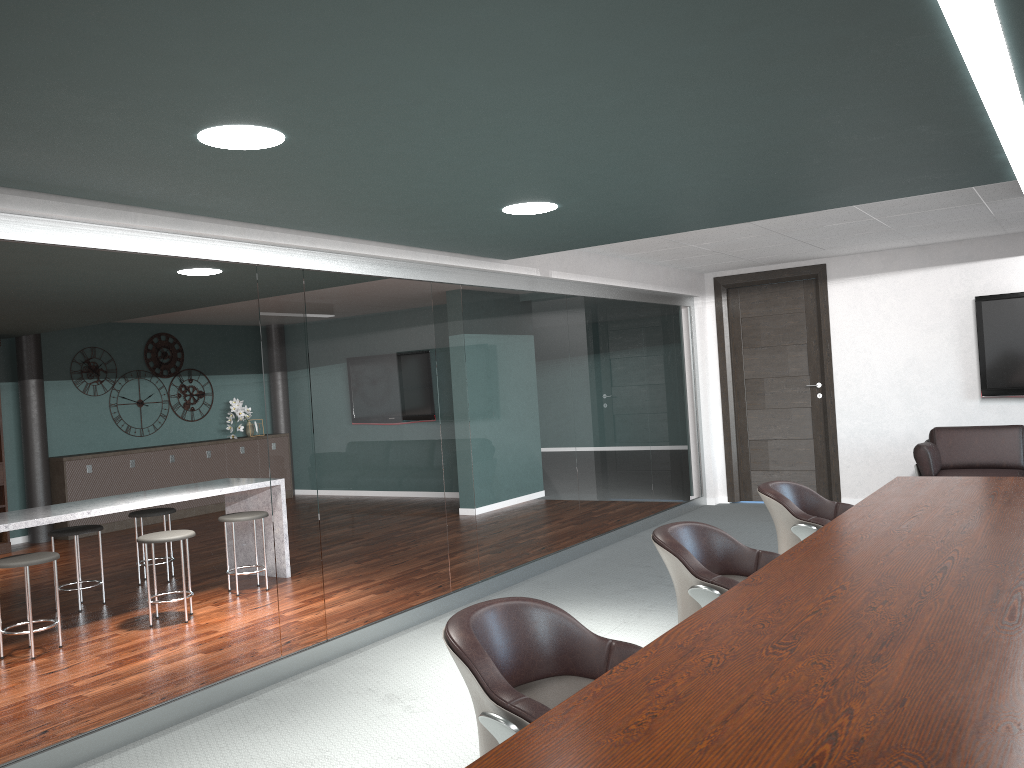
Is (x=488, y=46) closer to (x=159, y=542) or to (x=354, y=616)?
(x=354, y=616)

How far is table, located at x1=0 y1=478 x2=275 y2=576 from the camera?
4.9m

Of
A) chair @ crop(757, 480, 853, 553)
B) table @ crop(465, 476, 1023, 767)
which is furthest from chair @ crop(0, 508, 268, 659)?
table @ crop(465, 476, 1023, 767)

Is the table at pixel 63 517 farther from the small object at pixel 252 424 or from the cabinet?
the small object at pixel 252 424

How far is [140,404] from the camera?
10.0m

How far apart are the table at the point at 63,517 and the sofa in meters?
4.6

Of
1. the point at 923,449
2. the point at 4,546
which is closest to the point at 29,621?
the point at 4,546

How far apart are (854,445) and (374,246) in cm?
506

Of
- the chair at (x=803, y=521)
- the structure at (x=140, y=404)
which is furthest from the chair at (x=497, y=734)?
the structure at (x=140, y=404)

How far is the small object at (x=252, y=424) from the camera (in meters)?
10.94
